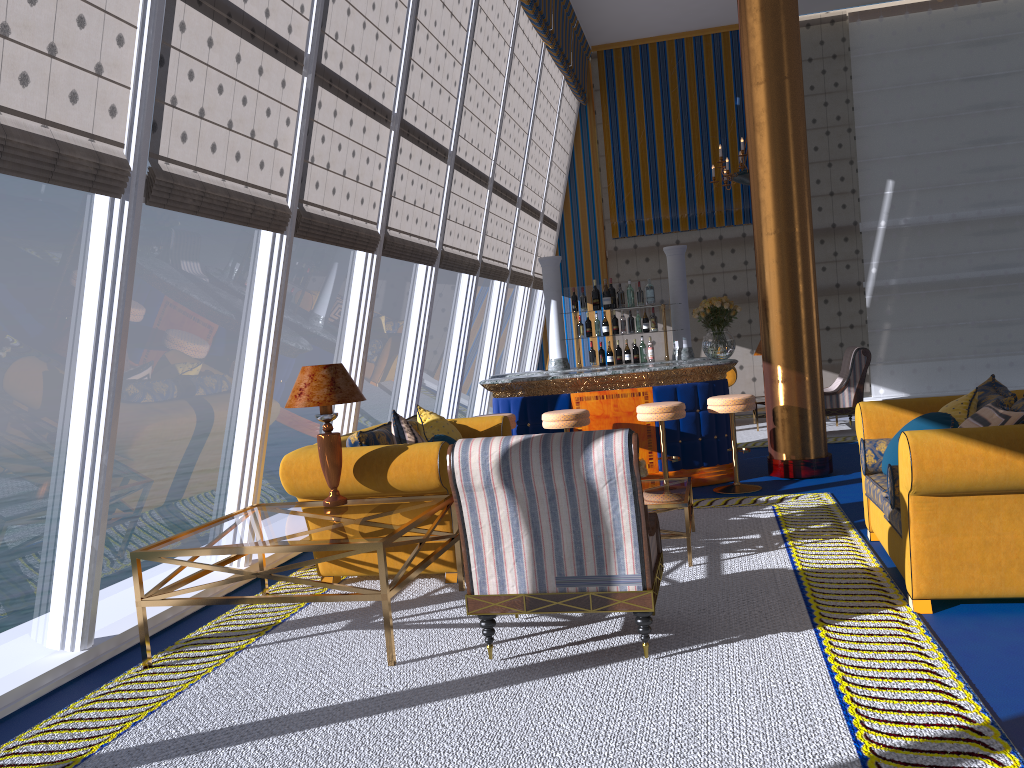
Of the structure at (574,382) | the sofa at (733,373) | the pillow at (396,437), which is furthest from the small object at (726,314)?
the sofa at (733,373)

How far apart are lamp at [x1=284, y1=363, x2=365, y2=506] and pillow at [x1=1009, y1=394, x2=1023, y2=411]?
3.3m

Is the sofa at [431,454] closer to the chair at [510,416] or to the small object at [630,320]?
the chair at [510,416]

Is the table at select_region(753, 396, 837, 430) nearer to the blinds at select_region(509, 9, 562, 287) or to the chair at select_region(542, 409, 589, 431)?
the blinds at select_region(509, 9, 562, 287)

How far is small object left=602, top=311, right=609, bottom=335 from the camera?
8.7 meters

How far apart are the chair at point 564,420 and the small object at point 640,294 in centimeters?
202cm

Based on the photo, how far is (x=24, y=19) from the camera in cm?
331

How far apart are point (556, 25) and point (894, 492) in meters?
8.8

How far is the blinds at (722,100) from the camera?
13.5m

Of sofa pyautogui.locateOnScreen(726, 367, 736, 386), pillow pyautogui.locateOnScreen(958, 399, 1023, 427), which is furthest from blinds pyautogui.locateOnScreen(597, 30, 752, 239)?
pillow pyautogui.locateOnScreen(958, 399, 1023, 427)
